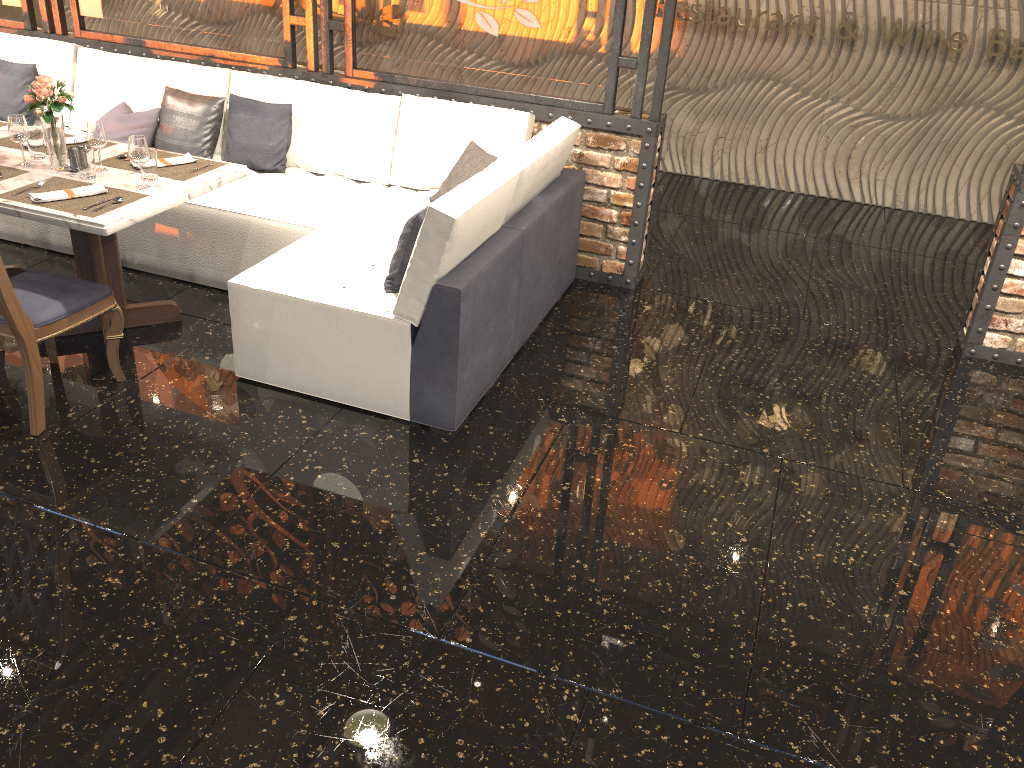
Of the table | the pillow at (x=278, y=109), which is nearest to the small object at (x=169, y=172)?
the table

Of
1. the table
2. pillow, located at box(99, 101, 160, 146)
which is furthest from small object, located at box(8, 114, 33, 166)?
pillow, located at box(99, 101, 160, 146)

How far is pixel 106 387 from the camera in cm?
374

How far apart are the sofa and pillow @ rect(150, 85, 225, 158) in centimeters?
6cm

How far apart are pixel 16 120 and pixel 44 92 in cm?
21

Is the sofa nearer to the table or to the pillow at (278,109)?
the pillow at (278,109)

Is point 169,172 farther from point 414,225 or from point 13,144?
point 414,225

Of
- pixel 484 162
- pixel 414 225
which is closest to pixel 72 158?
pixel 414 225

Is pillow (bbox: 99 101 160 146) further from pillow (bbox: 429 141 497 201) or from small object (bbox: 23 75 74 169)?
pillow (bbox: 429 141 497 201)

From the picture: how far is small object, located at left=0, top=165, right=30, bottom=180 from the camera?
3.72m
